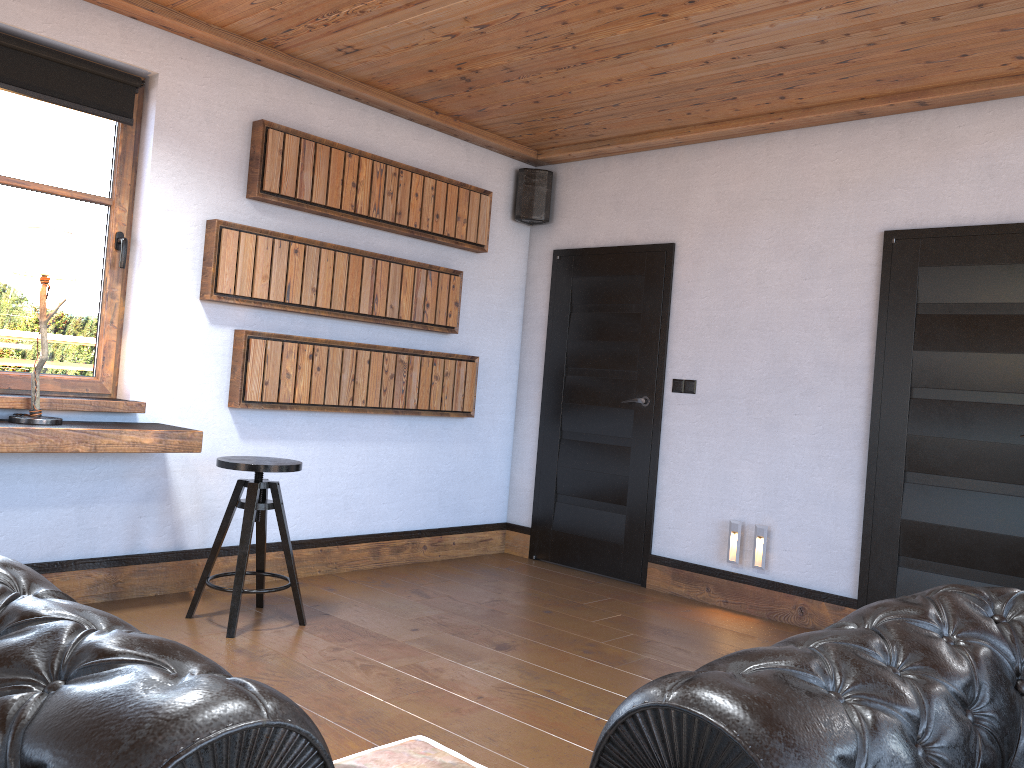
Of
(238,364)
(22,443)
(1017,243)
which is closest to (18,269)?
(22,443)

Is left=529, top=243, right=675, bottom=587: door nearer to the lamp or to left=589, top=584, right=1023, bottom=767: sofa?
the lamp

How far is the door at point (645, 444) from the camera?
5.3 meters

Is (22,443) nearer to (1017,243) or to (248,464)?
(248,464)

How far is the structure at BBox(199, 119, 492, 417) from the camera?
4.4m

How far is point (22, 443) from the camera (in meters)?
3.41

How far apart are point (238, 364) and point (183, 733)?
3.77m

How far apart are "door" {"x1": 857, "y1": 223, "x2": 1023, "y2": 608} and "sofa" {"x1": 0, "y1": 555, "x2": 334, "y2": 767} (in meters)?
3.85

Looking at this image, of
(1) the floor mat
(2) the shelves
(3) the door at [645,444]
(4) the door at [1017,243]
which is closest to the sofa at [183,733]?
(1) the floor mat

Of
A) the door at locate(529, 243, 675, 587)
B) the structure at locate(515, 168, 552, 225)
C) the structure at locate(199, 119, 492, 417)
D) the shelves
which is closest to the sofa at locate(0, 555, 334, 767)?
the shelves
